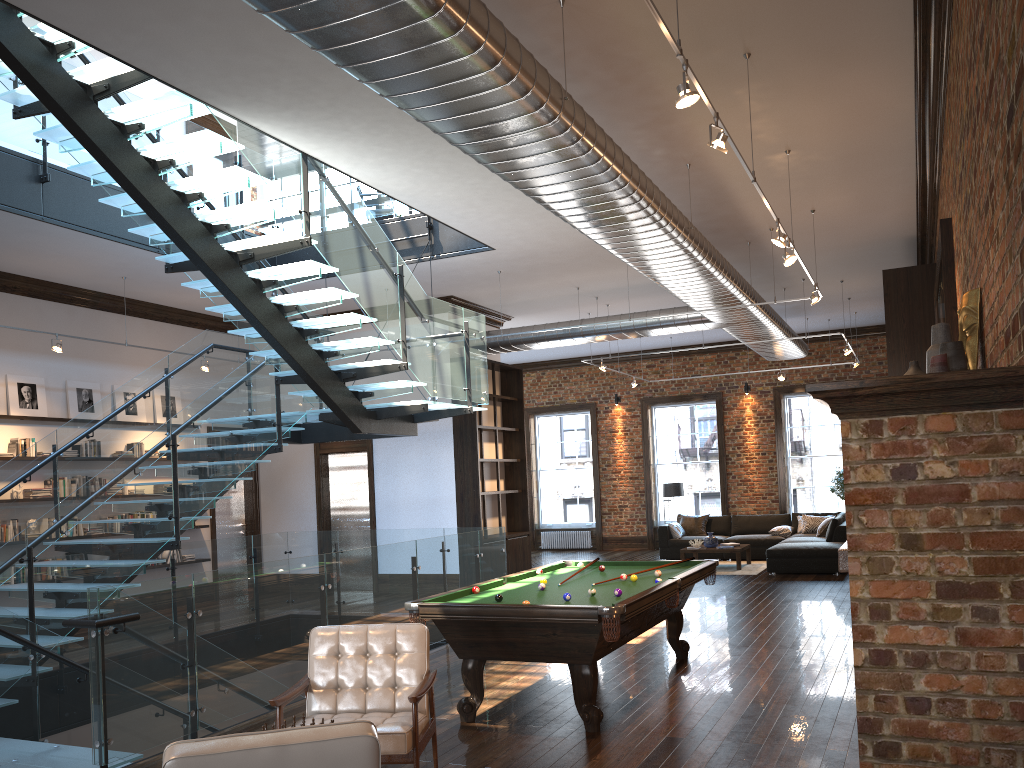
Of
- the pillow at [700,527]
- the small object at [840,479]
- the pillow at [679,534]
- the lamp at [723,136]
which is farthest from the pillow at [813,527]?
the lamp at [723,136]

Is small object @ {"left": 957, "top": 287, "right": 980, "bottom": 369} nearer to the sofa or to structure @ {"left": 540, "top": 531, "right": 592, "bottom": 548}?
the sofa

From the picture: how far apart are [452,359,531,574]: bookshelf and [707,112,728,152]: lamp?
8.5m

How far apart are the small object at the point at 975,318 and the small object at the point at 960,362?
0.4 meters

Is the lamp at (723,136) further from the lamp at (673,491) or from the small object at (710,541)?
the lamp at (673,491)

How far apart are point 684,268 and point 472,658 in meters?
4.8

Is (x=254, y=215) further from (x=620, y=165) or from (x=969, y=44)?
(x=969, y=44)

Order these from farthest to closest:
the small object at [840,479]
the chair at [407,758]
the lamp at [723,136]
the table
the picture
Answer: the small object at [840,479] → the table → the picture → the lamp at [723,136] → the chair at [407,758]

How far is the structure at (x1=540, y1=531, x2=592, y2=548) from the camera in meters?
20.3 m

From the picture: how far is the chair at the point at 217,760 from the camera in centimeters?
270cm
